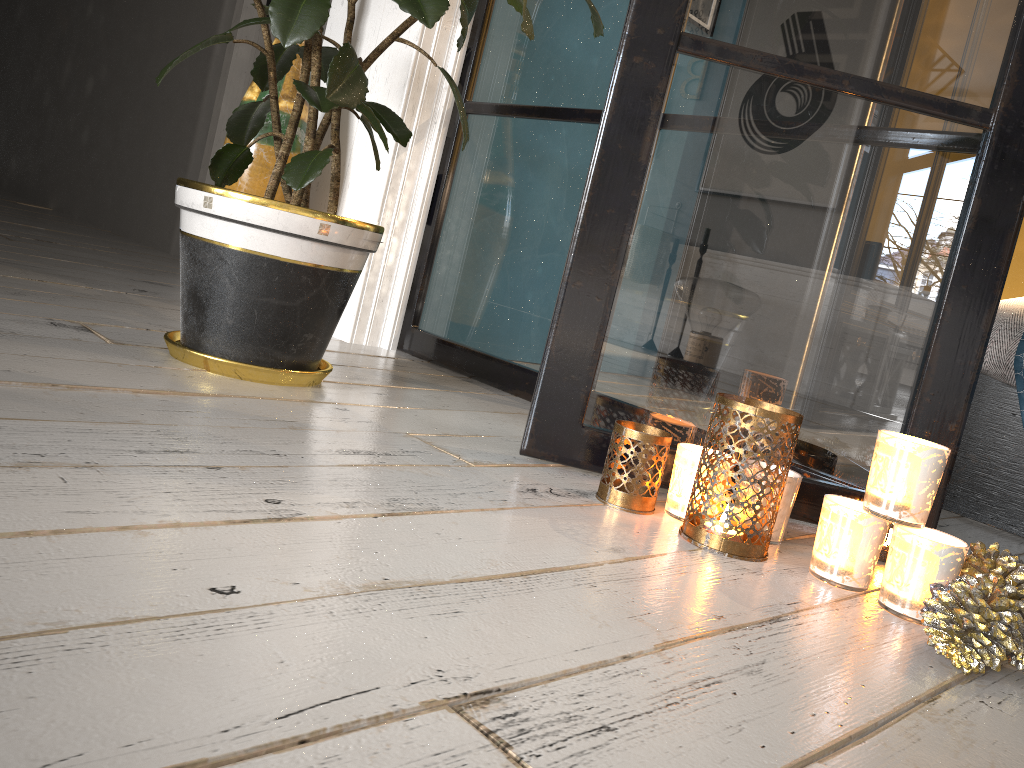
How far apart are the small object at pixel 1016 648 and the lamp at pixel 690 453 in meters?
0.3 m

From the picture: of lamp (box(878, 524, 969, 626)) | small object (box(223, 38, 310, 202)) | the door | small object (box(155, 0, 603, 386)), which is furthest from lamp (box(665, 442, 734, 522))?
the door

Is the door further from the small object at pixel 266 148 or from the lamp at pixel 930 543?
the lamp at pixel 930 543

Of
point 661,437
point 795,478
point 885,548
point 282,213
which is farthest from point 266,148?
point 885,548

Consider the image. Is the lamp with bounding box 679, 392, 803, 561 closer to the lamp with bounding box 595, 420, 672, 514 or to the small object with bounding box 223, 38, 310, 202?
the lamp with bounding box 595, 420, 672, 514

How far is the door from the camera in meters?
3.3

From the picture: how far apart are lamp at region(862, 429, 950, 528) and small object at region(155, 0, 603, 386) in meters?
0.8 m

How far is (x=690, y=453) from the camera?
1.2m

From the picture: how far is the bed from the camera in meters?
1.7 m

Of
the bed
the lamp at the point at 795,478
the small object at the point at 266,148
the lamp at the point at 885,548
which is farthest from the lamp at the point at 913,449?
the small object at the point at 266,148
